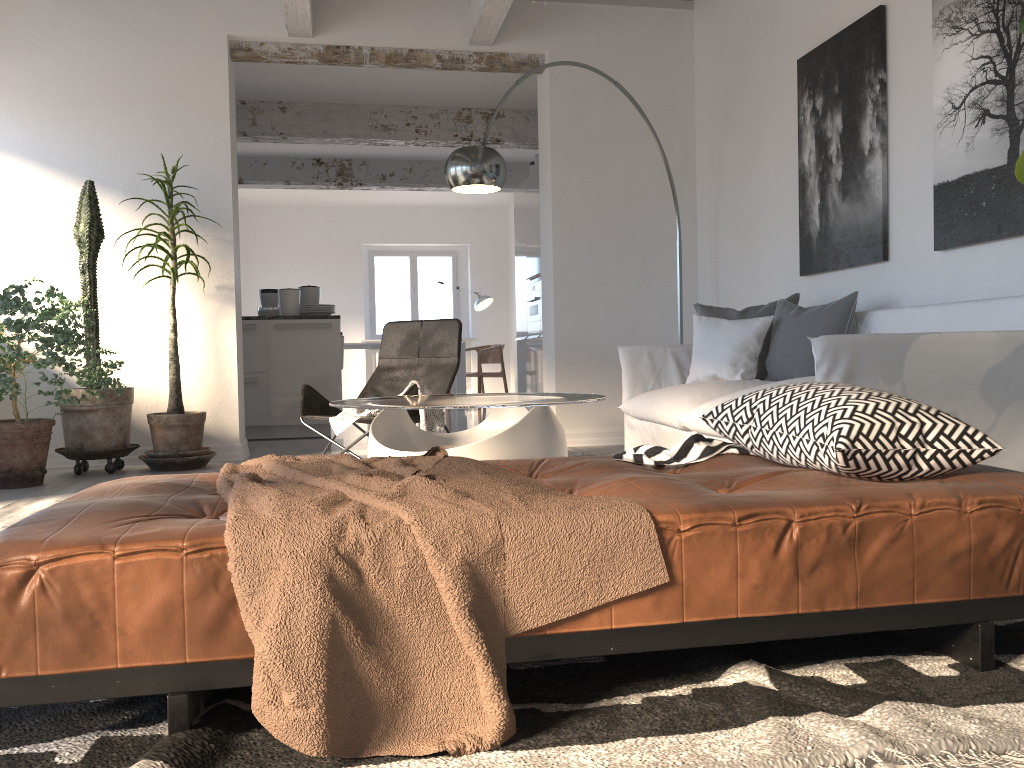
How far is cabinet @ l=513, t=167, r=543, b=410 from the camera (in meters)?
8.43

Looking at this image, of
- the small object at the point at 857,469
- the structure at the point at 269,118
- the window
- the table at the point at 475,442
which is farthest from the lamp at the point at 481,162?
the window

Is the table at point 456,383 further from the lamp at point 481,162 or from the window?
the lamp at point 481,162

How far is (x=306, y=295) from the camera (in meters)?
7.71

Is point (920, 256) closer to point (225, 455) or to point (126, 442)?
point (225, 455)

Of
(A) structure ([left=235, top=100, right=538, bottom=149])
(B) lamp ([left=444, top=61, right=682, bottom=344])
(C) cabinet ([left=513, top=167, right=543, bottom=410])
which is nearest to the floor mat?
(B) lamp ([left=444, top=61, right=682, bottom=344])

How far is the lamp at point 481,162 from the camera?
4.4 meters

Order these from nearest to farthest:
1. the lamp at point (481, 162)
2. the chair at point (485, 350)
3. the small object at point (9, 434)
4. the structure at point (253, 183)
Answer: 1. the lamp at point (481, 162)
2. the small object at point (9, 434)
3. the structure at point (253, 183)
4. the chair at point (485, 350)

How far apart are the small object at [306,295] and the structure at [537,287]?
2.0m

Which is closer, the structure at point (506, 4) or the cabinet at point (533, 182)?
the structure at point (506, 4)
